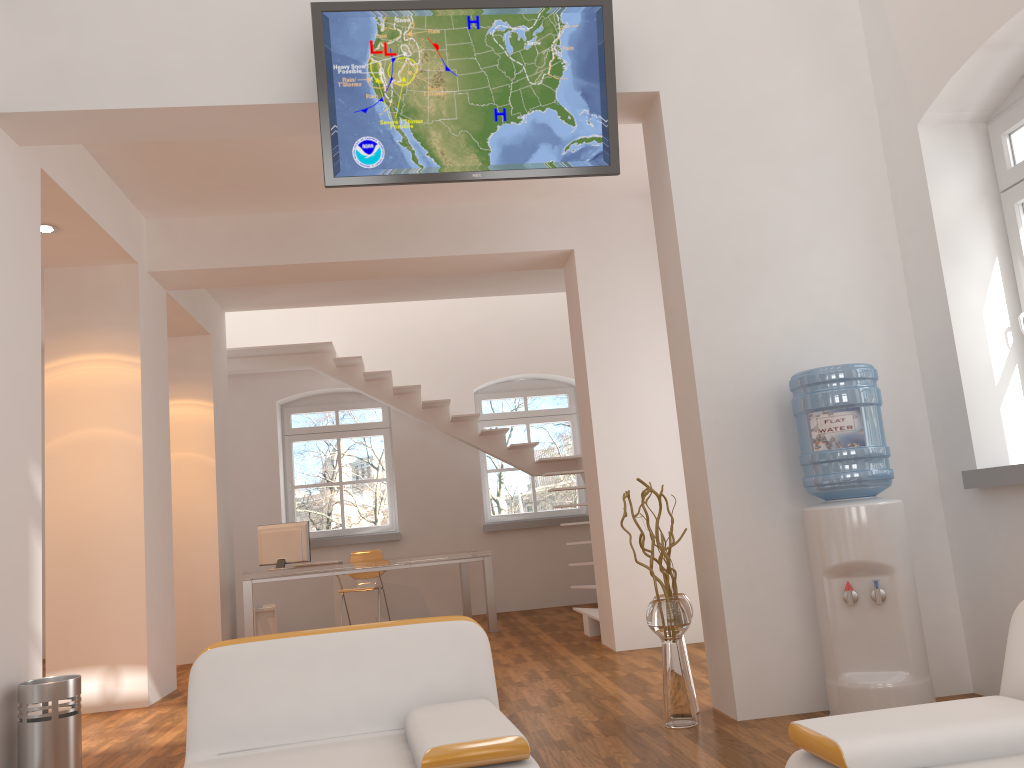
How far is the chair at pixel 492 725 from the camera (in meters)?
2.28

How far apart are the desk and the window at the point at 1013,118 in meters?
5.4 m

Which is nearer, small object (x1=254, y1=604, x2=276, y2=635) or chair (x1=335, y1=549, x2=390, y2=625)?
small object (x1=254, y1=604, x2=276, y2=635)

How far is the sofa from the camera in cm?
184

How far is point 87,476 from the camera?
5.95m

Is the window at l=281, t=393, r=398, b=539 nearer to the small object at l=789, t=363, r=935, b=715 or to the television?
the television

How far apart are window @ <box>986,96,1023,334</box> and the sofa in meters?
2.3 m

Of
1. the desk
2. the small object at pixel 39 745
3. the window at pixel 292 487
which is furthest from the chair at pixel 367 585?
the small object at pixel 39 745

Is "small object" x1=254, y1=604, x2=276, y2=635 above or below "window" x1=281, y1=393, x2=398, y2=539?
below

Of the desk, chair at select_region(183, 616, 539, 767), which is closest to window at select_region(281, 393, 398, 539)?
the desk
